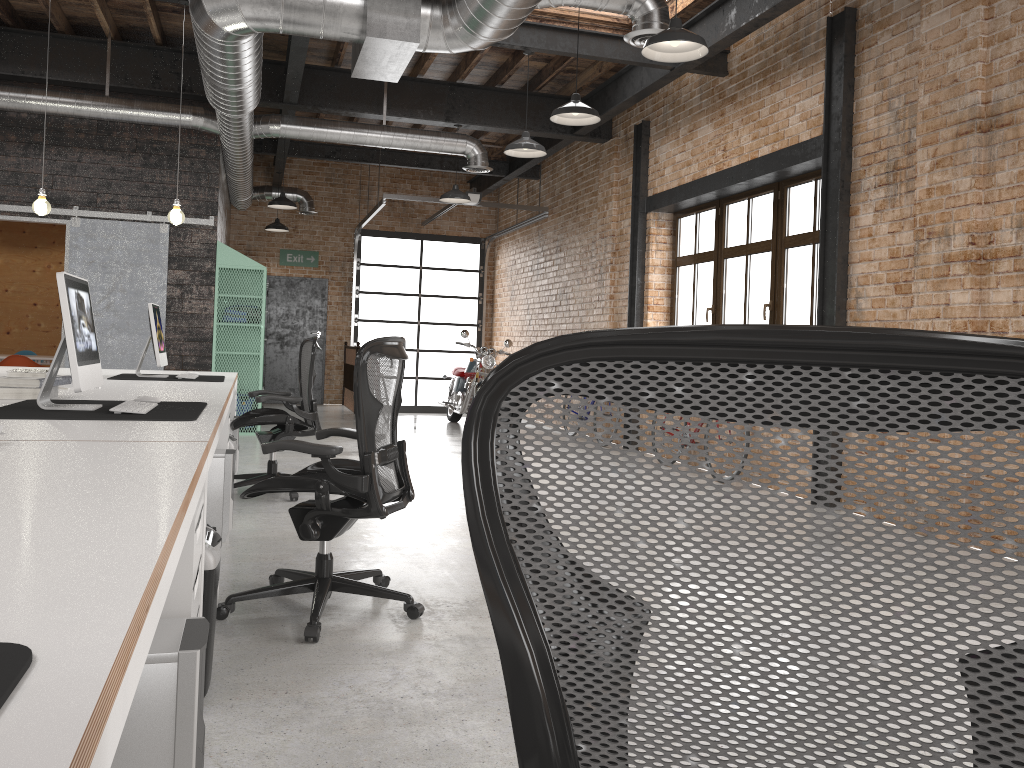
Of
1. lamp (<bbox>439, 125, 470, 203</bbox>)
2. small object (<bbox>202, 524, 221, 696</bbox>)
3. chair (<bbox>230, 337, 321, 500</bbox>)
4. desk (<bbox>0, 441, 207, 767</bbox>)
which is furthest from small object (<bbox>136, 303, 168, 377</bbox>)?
lamp (<bbox>439, 125, 470, 203</bbox>)

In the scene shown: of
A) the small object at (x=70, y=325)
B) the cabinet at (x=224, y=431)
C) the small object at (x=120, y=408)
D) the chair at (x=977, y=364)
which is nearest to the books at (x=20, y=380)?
the small object at (x=70, y=325)

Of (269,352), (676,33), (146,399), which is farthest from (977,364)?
(269,352)

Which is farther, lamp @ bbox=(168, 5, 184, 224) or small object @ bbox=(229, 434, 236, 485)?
lamp @ bbox=(168, 5, 184, 224)

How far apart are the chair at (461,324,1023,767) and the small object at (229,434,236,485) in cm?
474

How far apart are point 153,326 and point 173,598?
4.1m

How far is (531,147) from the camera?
7.2m

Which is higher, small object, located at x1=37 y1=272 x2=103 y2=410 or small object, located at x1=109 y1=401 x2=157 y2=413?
small object, located at x1=37 y1=272 x2=103 y2=410

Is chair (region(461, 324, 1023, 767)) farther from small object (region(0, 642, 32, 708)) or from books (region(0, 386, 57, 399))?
books (region(0, 386, 57, 399))

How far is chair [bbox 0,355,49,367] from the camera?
9.9m
